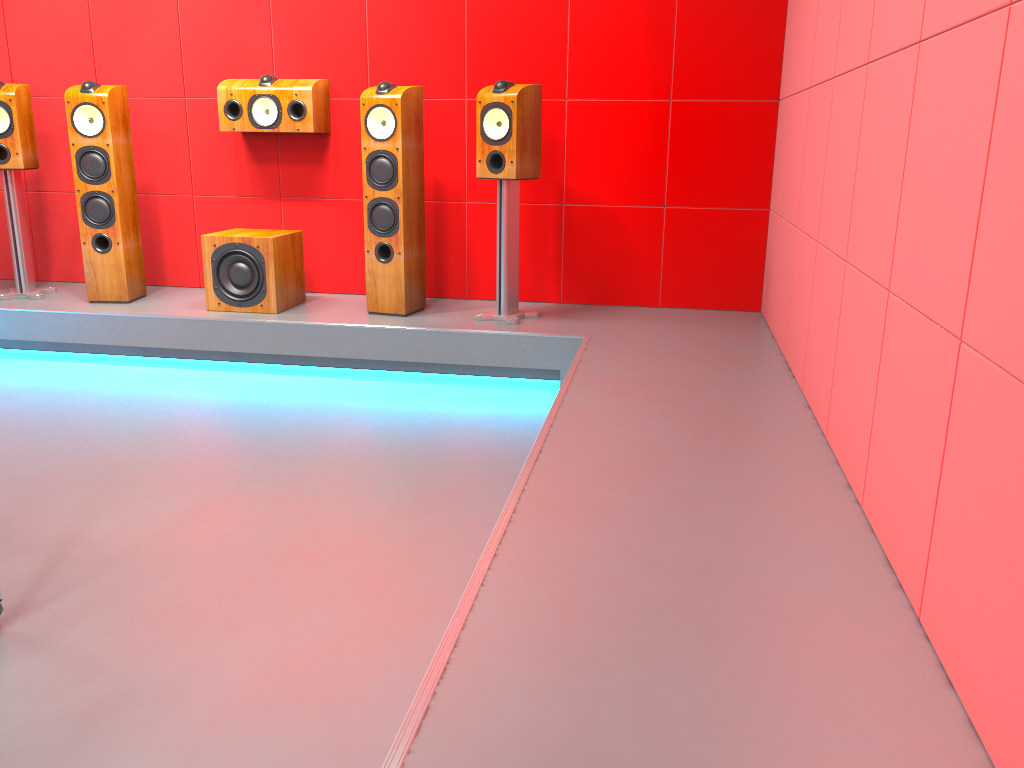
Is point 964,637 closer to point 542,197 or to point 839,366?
point 839,366

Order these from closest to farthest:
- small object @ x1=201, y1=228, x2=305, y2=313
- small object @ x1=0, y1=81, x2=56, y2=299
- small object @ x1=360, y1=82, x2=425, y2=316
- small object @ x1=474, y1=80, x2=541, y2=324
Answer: small object @ x1=474, y1=80, x2=541, y2=324
small object @ x1=360, y1=82, x2=425, y2=316
small object @ x1=201, y1=228, x2=305, y2=313
small object @ x1=0, y1=81, x2=56, y2=299

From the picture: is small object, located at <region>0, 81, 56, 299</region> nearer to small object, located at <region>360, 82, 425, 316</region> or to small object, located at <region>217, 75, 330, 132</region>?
small object, located at <region>217, 75, 330, 132</region>

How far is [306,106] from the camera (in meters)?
4.30

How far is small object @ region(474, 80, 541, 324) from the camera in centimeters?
382cm

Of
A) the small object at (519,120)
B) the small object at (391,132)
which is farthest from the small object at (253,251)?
the small object at (519,120)

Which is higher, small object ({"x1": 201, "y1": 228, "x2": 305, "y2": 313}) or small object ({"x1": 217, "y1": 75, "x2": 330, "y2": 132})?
small object ({"x1": 217, "y1": 75, "x2": 330, "y2": 132})

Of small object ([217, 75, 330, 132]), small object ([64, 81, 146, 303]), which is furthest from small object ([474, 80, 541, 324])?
small object ([64, 81, 146, 303])

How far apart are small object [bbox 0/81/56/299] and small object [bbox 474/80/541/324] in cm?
227

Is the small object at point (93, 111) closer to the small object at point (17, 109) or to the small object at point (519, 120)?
the small object at point (17, 109)
